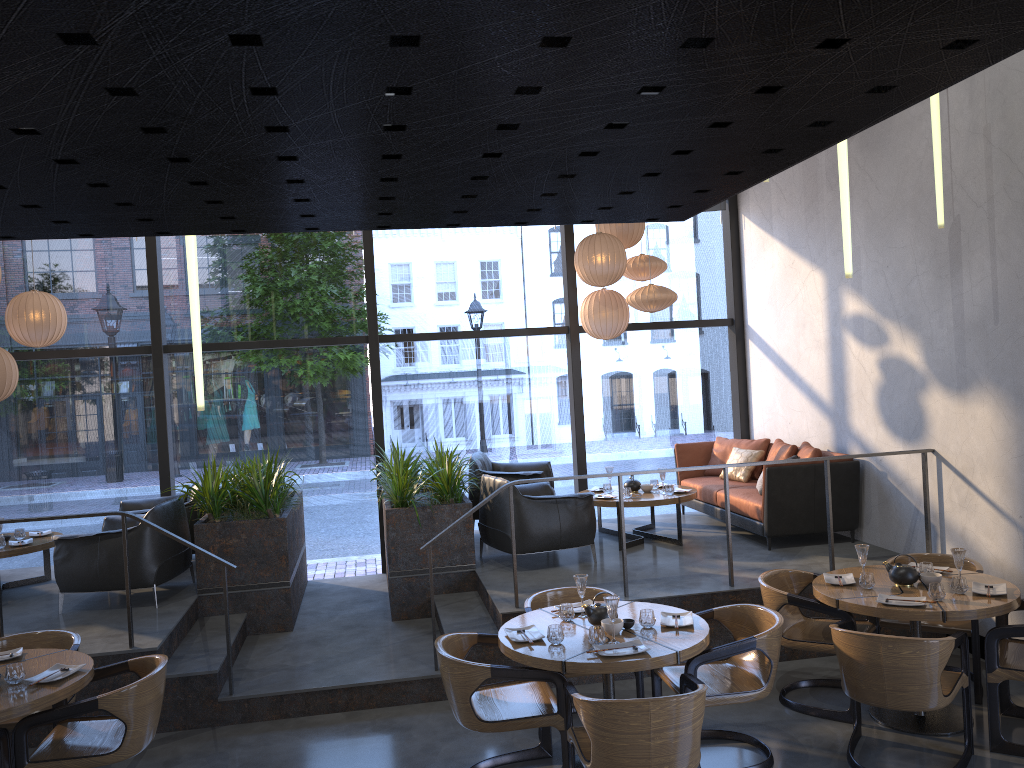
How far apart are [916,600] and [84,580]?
5.5m

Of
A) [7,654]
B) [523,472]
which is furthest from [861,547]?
[7,654]

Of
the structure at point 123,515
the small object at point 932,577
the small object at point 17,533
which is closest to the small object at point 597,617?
the structure at point 123,515

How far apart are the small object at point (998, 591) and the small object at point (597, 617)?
2.1 meters

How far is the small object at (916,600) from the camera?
4.8m

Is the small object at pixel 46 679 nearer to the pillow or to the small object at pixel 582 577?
the small object at pixel 582 577

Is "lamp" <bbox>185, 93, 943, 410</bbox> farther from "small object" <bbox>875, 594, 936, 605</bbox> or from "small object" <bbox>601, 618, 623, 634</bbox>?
"small object" <bbox>601, 618, 623, 634</bbox>

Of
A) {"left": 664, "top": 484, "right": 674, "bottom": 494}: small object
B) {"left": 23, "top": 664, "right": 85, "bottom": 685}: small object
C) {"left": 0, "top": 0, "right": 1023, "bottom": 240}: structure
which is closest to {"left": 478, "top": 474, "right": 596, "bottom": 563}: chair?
{"left": 664, "top": 484, "right": 674, "bottom": 494}: small object

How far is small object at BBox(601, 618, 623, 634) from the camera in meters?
4.5

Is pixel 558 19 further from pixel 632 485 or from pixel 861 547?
pixel 632 485
